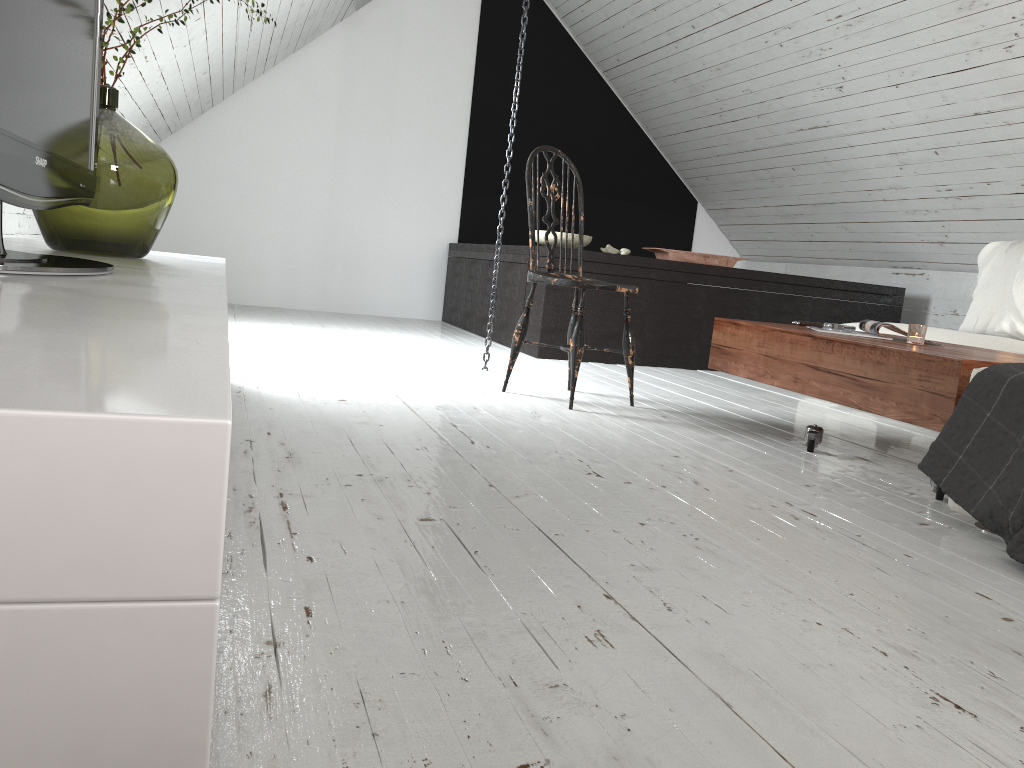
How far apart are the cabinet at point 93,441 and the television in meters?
0.0

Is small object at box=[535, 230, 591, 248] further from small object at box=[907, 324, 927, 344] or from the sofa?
small object at box=[907, 324, 927, 344]

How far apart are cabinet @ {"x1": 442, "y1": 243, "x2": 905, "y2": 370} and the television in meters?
3.0 m

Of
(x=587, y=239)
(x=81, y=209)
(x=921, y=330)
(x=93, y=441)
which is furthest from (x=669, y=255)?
(x=93, y=441)

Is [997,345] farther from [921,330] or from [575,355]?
[575,355]

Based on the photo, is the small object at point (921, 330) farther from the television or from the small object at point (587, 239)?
the small object at point (587, 239)

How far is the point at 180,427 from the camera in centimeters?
36cm

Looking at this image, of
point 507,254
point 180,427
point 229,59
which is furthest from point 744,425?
point 229,59

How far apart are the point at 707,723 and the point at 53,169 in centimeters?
119cm

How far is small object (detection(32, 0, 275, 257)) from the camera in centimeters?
184cm
